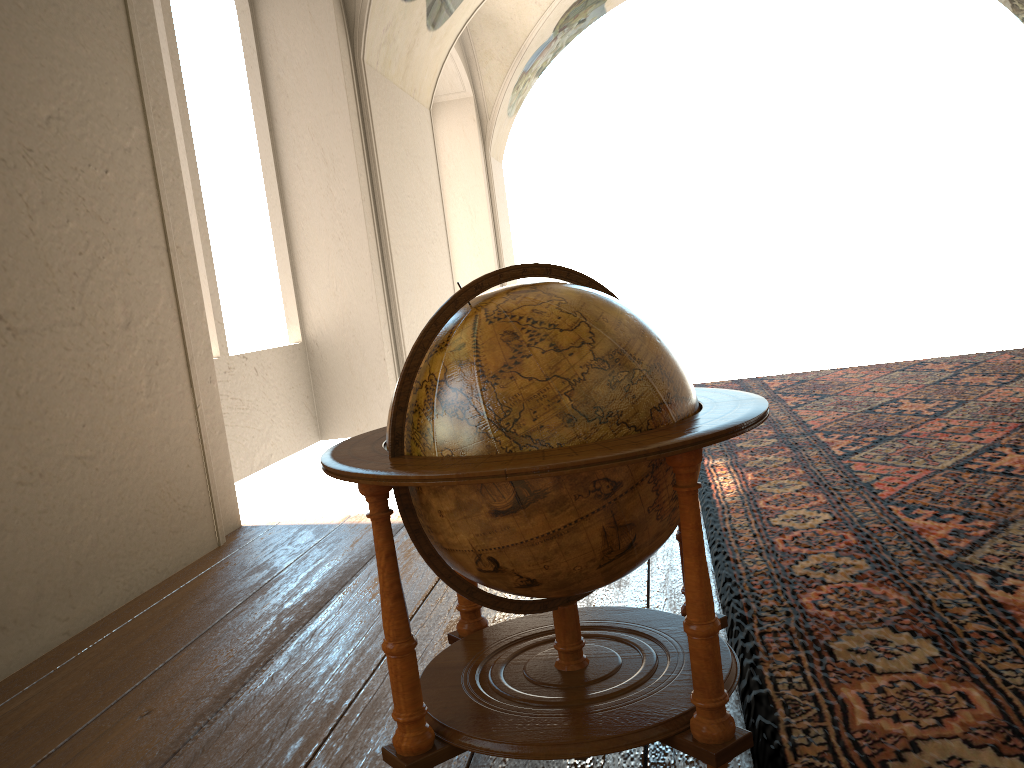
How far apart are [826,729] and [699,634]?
0.7 meters

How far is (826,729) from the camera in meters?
2.5 m

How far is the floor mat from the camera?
2.5 meters

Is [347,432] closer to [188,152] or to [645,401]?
[188,152]

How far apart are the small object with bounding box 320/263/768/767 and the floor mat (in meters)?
0.19

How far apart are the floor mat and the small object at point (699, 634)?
0.19m

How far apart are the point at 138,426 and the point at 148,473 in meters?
0.3 m

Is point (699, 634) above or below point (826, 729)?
above

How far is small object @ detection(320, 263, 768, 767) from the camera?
2.1 meters

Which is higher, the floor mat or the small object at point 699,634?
the small object at point 699,634
